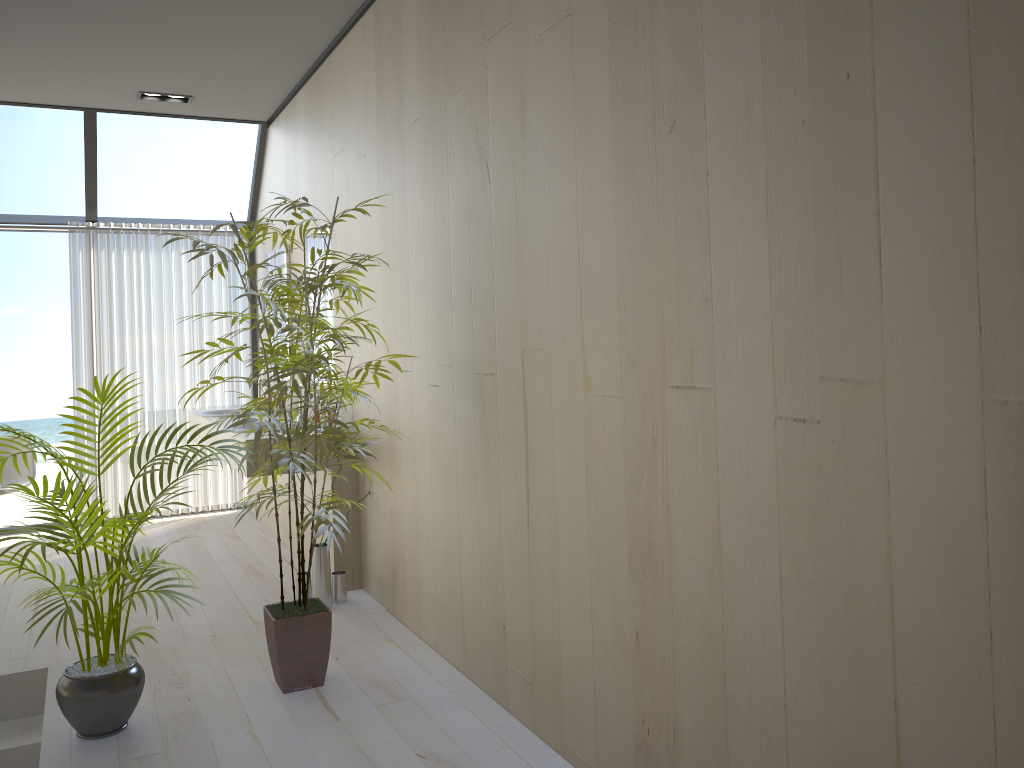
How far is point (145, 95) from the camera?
5.37m

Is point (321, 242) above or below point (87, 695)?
above

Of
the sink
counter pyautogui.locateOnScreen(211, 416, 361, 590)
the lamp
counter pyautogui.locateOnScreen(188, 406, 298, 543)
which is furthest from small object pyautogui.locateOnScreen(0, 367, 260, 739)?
the lamp

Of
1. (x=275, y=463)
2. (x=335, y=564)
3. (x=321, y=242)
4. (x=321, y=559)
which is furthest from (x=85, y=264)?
(x=275, y=463)

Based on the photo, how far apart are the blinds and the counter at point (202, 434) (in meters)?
0.24

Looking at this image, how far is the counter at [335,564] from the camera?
4.3m

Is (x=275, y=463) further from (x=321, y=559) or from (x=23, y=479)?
(x=23, y=479)

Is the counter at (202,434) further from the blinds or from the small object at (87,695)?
the small object at (87,695)

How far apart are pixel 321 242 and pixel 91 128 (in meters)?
2.01

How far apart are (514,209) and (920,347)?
1.5m
